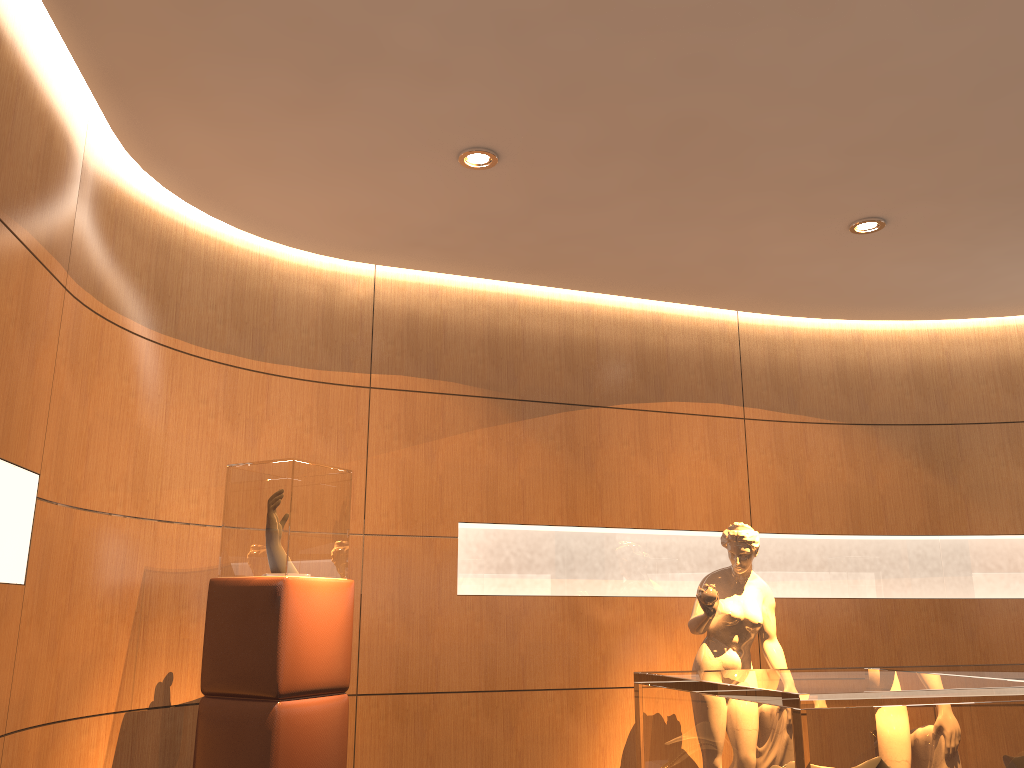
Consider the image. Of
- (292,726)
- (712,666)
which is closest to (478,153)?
(292,726)

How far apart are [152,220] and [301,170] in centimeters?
82cm

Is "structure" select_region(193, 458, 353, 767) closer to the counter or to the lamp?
the lamp

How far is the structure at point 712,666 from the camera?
4.7 meters

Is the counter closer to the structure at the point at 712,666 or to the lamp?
the structure at the point at 712,666

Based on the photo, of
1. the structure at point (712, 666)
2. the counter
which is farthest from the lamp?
the counter

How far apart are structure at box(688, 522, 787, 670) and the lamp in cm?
235

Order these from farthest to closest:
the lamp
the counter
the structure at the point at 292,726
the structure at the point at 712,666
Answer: the structure at the point at 712,666 → the lamp → the structure at the point at 292,726 → the counter

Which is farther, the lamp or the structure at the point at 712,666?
the structure at the point at 712,666

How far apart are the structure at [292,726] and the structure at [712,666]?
1.78m
